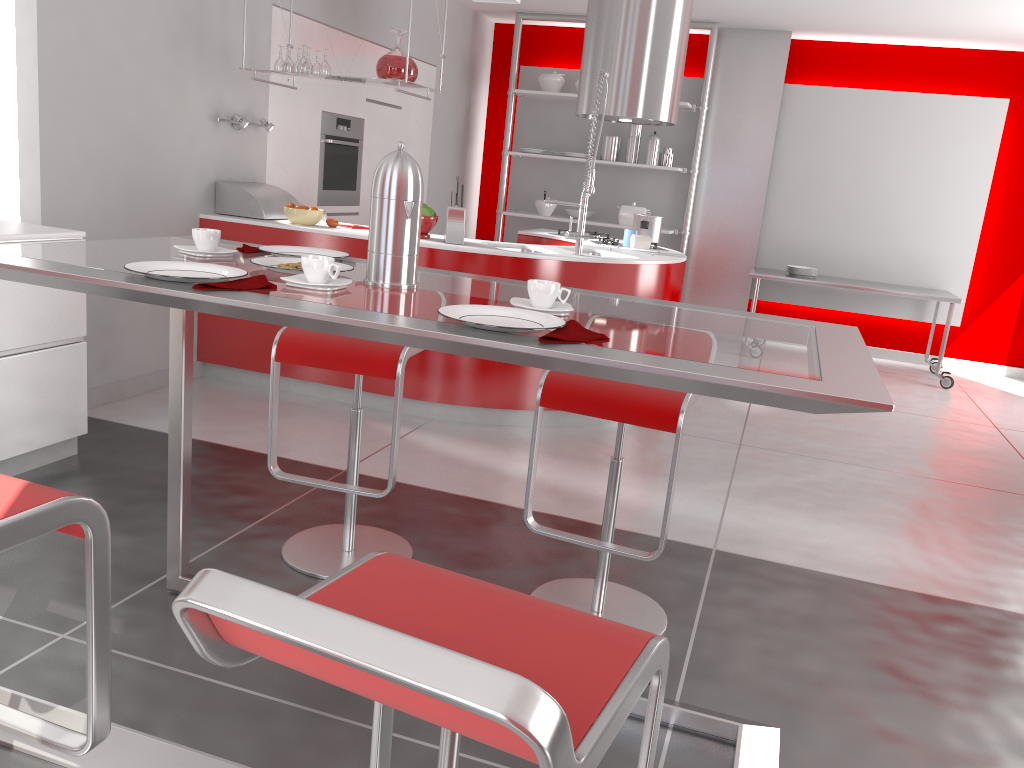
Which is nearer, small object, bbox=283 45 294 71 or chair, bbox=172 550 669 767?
chair, bbox=172 550 669 767

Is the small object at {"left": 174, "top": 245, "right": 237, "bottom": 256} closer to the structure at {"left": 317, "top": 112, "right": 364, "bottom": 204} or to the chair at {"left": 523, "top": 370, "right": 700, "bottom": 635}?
the chair at {"left": 523, "top": 370, "right": 700, "bottom": 635}

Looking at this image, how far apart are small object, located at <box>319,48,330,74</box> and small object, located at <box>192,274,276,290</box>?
3.20m

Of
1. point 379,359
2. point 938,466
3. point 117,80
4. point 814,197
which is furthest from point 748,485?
point 814,197

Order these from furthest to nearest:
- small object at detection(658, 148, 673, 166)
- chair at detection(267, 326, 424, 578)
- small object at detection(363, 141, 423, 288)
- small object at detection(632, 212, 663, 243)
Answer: small object at detection(658, 148, 673, 166), small object at detection(632, 212, 663, 243), chair at detection(267, 326, 424, 578), small object at detection(363, 141, 423, 288)

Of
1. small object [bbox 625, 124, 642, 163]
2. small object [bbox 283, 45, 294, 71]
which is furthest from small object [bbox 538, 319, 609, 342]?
small object [bbox 625, 124, 642, 163]

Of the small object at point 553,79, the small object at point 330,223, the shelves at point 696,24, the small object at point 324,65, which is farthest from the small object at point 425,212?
the small object at point 553,79

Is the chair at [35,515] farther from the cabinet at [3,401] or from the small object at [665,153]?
the small object at [665,153]

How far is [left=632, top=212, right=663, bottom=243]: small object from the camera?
5.47m

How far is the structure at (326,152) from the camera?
5.78m
